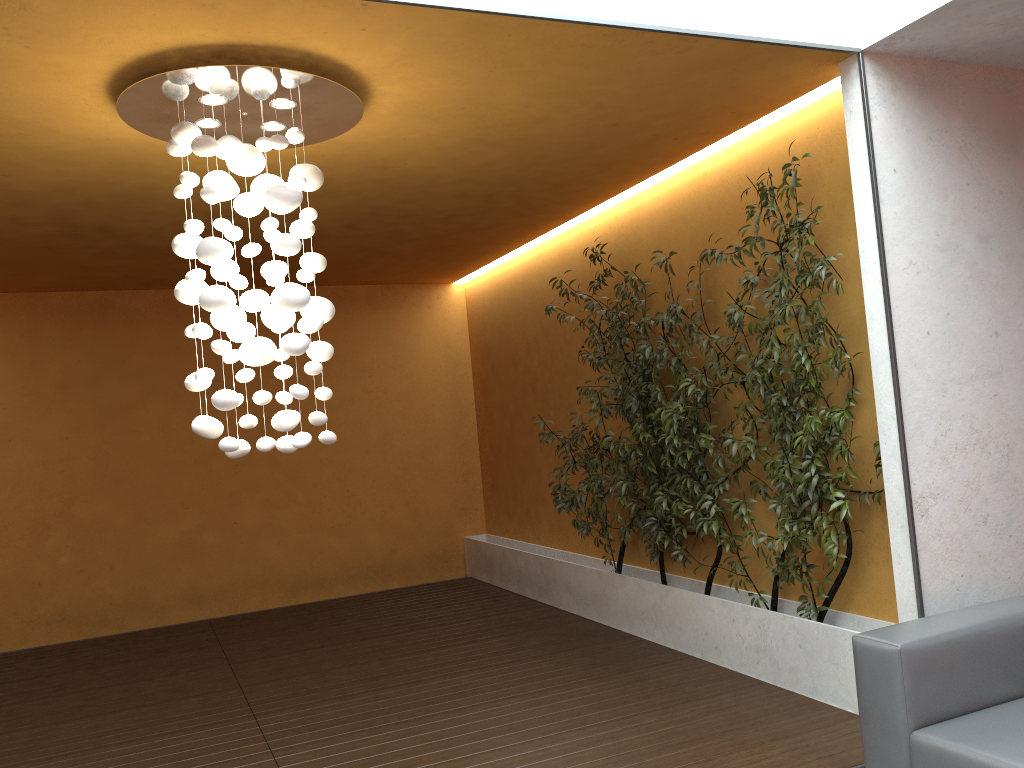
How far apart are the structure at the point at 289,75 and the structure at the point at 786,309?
2.0 meters

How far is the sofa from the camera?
2.8 meters

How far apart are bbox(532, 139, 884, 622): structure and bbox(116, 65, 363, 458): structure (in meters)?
1.95

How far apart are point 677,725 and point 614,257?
3.35m

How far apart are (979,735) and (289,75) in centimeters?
336cm

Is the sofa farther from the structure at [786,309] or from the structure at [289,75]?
the structure at [289,75]

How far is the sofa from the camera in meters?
2.8 m

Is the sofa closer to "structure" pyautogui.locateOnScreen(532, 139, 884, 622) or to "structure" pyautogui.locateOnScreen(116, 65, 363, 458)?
"structure" pyautogui.locateOnScreen(532, 139, 884, 622)

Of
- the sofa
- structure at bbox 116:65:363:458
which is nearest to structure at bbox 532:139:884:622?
the sofa

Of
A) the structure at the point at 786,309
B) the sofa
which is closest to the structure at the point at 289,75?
the structure at the point at 786,309
